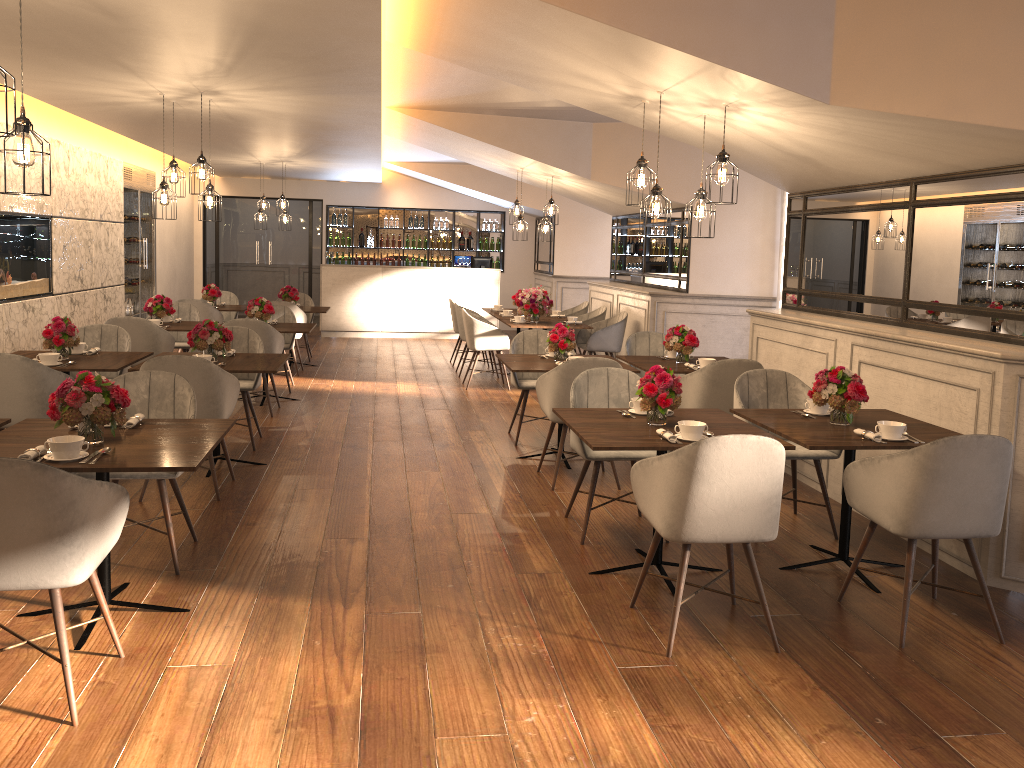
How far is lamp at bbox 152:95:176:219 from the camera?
6.9 meters

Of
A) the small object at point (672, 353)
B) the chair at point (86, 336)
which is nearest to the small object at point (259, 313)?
the chair at point (86, 336)

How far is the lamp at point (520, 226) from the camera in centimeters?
1032cm

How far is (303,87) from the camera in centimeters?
635cm

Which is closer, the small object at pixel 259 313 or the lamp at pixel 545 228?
the small object at pixel 259 313

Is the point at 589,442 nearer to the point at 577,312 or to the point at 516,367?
the point at 516,367

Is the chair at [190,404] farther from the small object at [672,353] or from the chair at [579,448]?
the small object at [672,353]

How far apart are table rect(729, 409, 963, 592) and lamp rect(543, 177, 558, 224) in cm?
594

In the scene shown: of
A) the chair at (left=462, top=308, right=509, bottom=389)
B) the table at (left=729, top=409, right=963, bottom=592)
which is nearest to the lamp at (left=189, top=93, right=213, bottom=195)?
the chair at (left=462, top=308, right=509, bottom=389)

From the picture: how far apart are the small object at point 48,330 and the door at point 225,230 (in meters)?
10.34
